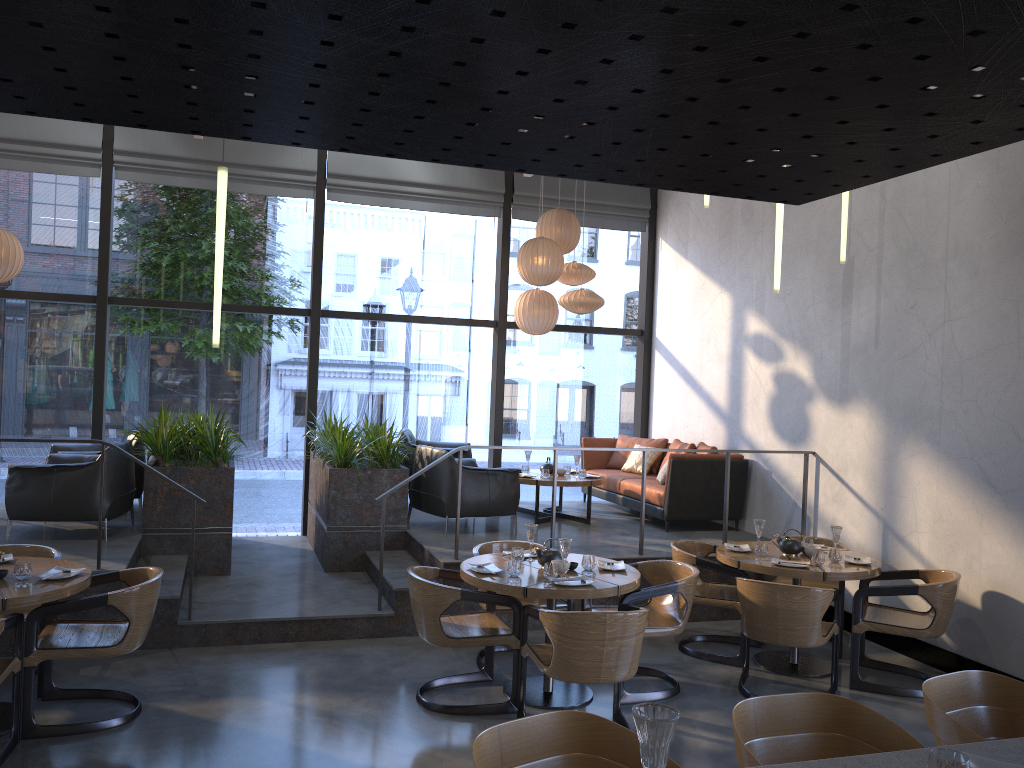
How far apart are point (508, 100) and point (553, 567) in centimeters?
404cm

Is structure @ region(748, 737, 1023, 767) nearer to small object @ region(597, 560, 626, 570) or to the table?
the table

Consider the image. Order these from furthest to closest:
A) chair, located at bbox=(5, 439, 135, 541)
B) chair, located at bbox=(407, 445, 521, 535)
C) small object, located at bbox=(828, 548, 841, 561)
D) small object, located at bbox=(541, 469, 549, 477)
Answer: small object, located at bbox=(541, 469, 549, 477), chair, located at bbox=(407, 445, 521, 535), chair, located at bbox=(5, 439, 135, 541), small object, located at bbox=(828, 548, 841, 561)

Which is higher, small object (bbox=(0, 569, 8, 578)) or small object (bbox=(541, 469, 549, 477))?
small object (bbox=(541, 469, 549, 477))

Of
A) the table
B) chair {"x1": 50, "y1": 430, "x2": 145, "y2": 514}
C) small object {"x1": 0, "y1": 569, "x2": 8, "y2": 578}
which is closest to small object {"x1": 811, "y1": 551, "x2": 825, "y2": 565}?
the table

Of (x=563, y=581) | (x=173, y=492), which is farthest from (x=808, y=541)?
(x=173, y=492)

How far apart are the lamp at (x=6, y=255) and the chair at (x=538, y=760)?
7.1 meters

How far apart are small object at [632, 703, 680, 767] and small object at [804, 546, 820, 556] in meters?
5.0 m

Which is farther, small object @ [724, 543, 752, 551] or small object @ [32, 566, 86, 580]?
small object @ [724, 543, 752, 551]

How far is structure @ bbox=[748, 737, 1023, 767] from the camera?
1.9 meters
